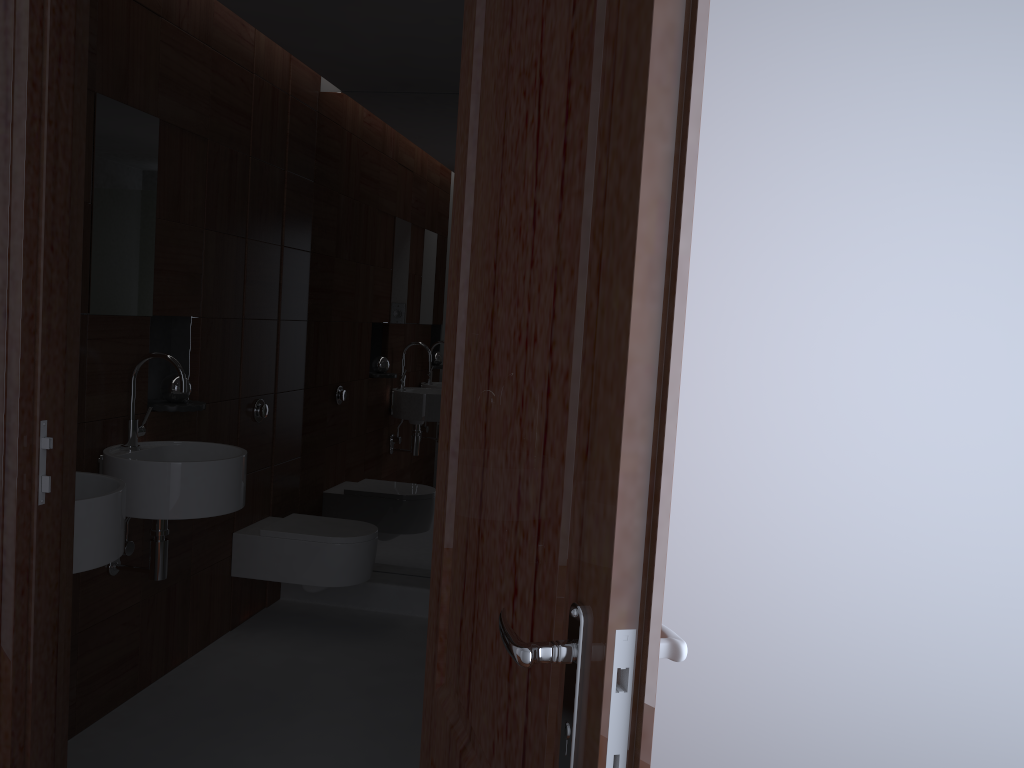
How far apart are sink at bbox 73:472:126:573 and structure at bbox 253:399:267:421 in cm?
137

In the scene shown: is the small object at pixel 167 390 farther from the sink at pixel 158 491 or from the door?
the door

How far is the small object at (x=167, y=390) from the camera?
3.01m

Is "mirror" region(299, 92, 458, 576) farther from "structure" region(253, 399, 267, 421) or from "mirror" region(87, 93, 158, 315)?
"mirror" region(87, 93, 158, 315)

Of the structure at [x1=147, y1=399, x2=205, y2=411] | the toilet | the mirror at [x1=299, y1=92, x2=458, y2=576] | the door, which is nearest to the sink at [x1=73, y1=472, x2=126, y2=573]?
the structure at [x1=147, y1=399, x2=205, y2=411]

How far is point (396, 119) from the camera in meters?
4.0 m

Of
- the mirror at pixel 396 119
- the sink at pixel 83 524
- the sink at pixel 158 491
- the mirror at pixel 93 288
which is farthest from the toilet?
the sink at pixel 83 524

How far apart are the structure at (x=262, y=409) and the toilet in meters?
0.4

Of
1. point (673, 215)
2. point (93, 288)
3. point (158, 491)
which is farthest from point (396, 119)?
point (673, 215)

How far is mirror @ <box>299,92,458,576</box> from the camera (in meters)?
3.99
